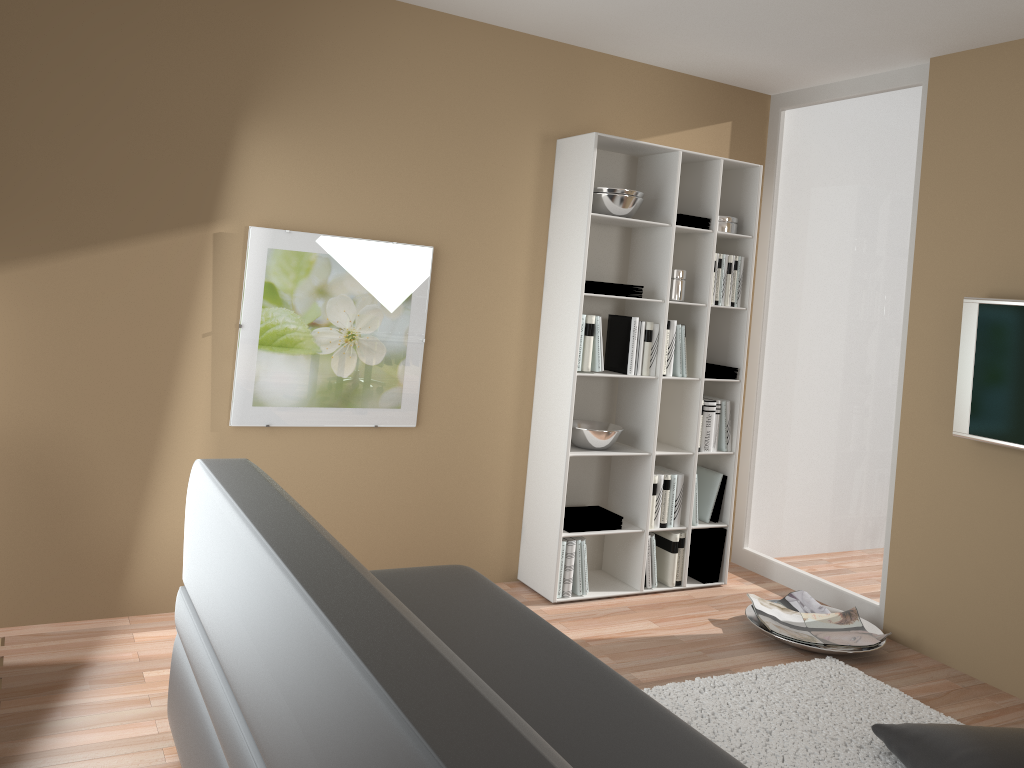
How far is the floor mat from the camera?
2.9m

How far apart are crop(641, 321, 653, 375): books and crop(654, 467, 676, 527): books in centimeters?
58cm

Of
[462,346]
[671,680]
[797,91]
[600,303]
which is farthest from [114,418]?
[797,91]

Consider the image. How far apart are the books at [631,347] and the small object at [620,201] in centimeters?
48cm

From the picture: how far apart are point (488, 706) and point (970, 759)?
2.0m

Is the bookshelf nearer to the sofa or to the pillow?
the sofa

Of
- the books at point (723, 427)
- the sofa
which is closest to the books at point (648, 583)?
the books at point (723, 427)

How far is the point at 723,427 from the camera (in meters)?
4.52

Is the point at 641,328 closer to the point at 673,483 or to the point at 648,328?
the point at 648,328

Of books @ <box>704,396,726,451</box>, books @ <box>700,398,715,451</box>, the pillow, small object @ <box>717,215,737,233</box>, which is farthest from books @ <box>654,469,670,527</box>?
the pillow
